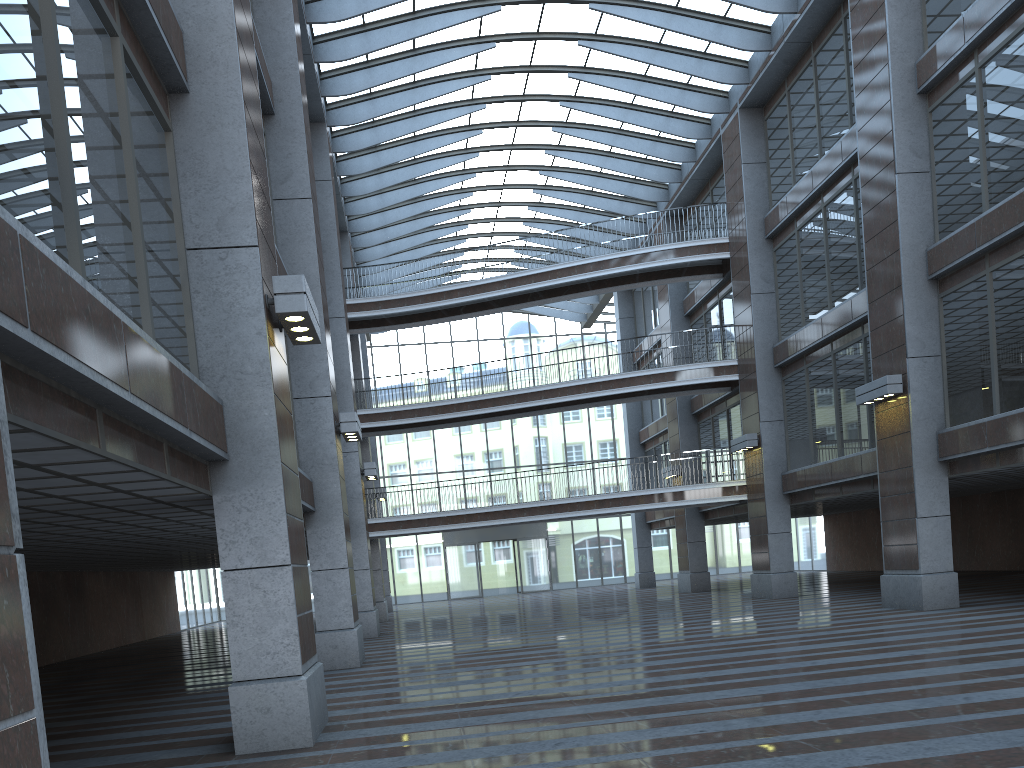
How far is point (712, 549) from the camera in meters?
47.5 m

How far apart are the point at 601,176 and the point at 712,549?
23.39m

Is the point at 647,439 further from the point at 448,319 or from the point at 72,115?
the point at 72,115
